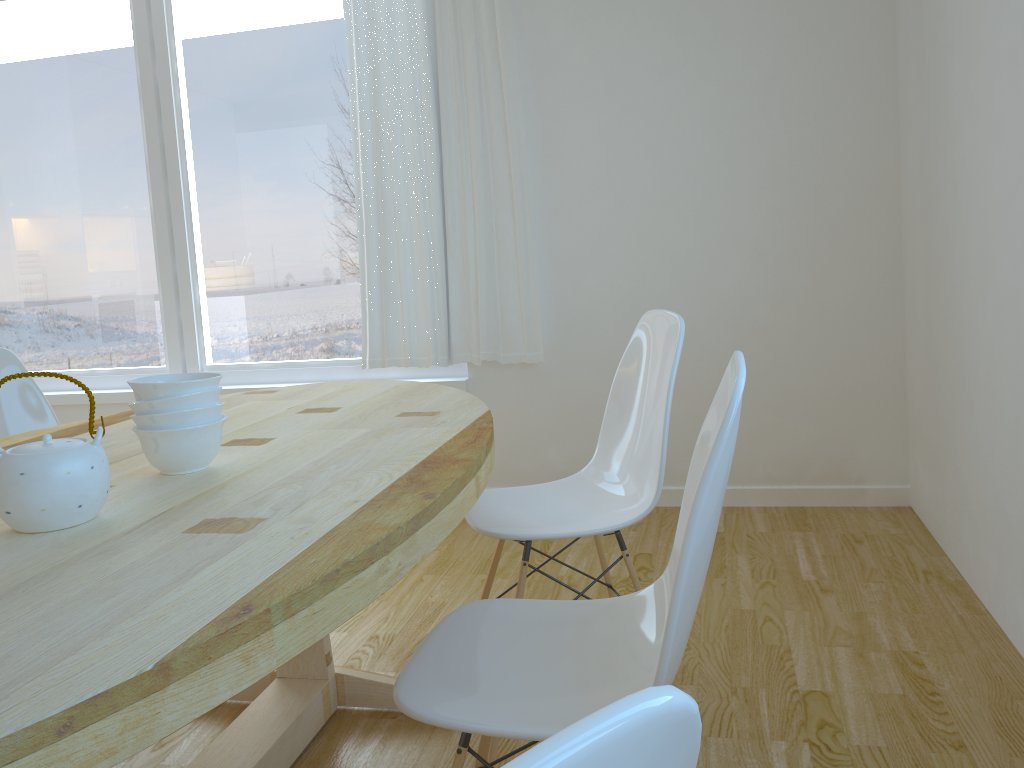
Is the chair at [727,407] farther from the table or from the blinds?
the blinds

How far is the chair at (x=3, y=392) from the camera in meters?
2.4

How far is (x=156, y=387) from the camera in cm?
142

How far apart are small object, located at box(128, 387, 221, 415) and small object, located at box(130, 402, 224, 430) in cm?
1

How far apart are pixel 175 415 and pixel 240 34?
2.9 meters

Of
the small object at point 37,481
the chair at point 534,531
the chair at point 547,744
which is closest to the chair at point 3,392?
the chair at point 534,531

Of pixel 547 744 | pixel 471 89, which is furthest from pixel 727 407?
pixel 471 89

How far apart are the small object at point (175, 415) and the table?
0.1 meters

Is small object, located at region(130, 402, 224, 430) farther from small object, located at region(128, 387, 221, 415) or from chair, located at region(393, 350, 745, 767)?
chair, located at region(393, 350, 745, 767)

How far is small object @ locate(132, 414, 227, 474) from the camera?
1.4 meters
